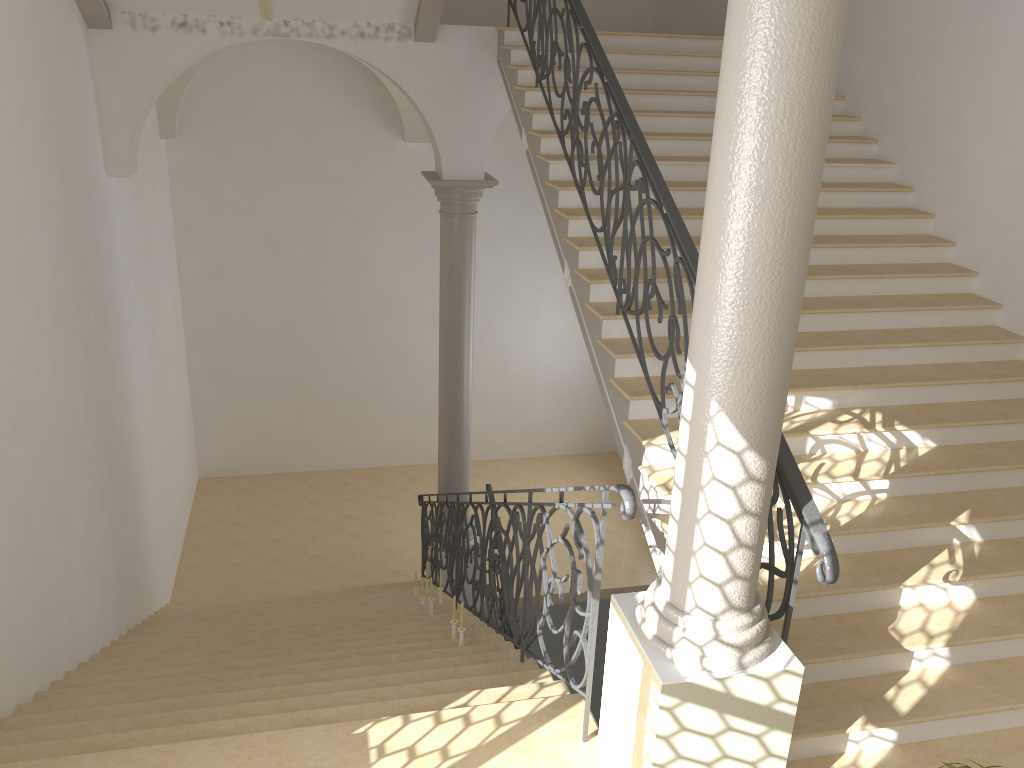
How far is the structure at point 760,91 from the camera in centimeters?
279cm

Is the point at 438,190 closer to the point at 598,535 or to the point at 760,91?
the point at 598,535

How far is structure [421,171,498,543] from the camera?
9.0m

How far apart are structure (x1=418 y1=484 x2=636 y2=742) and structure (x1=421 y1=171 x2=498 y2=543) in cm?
27

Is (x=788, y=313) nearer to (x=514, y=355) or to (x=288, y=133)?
(x=288, y=133)

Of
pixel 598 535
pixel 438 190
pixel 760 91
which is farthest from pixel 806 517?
pixel 438 190

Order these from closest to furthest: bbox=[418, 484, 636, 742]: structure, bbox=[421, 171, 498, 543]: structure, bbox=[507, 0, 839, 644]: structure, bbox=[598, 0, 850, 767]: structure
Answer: bbox=[598, 0, 850, 767]: structure → bbox=[507, 0, 839, 644]: structure → bbox=[418, 484, 636, 742]: structure → bbox=[421, 171, 498, 543]: structure

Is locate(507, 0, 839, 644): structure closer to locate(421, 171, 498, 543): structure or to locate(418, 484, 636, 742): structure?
locate(418, 484, 636, 742): structure

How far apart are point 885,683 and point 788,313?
2.4 meters

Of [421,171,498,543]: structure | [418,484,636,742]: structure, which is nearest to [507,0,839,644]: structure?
[418,484,636,742]: structure
